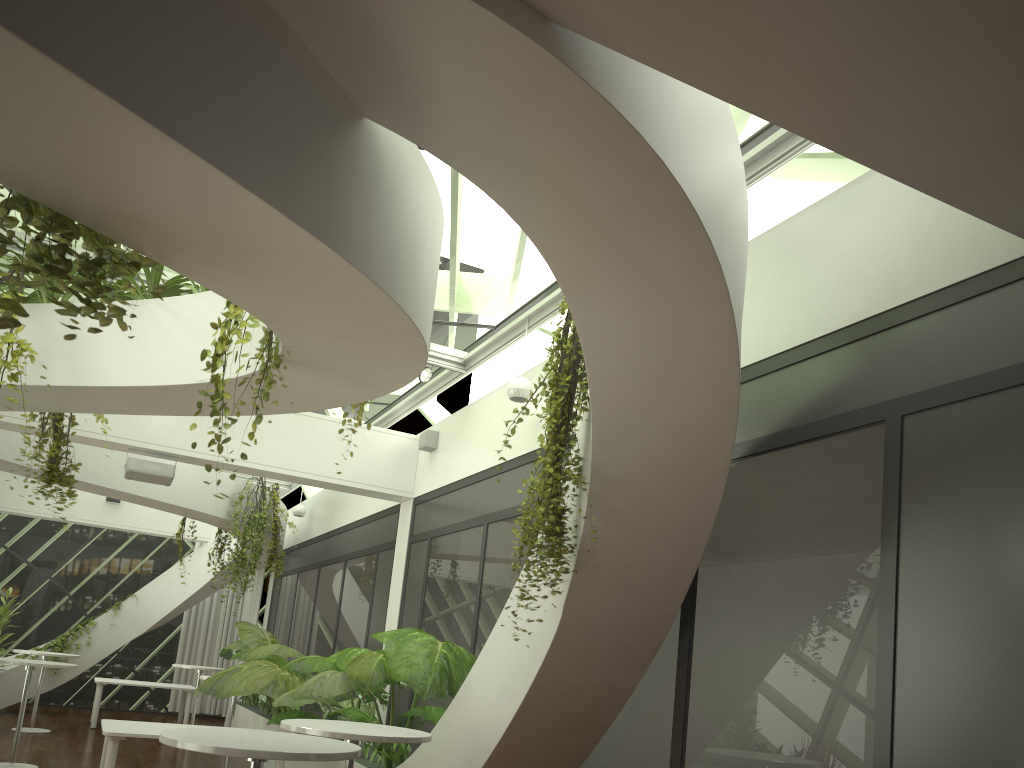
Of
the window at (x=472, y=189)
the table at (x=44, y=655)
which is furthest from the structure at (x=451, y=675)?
the window at (x=472, y=189)

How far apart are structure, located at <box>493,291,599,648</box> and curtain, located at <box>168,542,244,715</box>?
13.9m

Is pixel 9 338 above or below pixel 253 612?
above

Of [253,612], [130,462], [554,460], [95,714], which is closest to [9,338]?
[130,462]

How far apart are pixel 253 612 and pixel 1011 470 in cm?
1488

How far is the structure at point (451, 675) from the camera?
5.8 meters

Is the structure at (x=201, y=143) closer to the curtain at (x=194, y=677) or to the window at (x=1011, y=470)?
the window at (x=1011, y=470)

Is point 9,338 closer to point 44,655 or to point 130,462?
point 130,462

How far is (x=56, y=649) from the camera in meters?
14.3

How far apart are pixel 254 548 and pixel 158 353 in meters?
6.7 m
